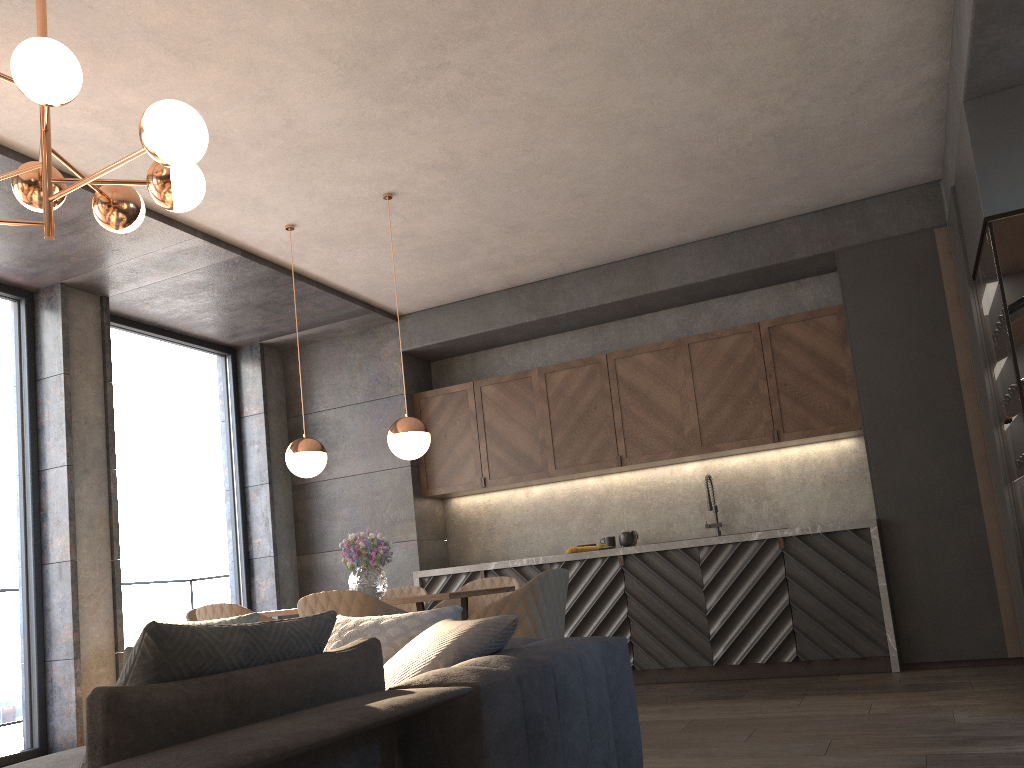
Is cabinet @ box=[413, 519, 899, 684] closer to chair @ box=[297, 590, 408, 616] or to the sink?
the sink

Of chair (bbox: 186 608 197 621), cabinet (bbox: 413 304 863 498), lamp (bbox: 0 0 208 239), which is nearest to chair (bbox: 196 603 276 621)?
chair (bbox: 186 608 197 621)

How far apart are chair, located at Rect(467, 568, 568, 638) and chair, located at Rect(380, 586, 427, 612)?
1.4 meters

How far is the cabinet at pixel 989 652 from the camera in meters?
5.2 m

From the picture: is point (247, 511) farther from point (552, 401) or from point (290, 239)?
point (290, 239)

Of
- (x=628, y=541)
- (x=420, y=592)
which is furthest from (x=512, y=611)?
Result: (x=628, y=541)

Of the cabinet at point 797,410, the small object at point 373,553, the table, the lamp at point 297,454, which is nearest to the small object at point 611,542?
the cabinet at point 797,410

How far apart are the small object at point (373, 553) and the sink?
2.6 meters

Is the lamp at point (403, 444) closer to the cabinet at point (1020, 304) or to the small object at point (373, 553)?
the small object at point (373, 553)

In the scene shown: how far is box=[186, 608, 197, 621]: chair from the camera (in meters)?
5.10
